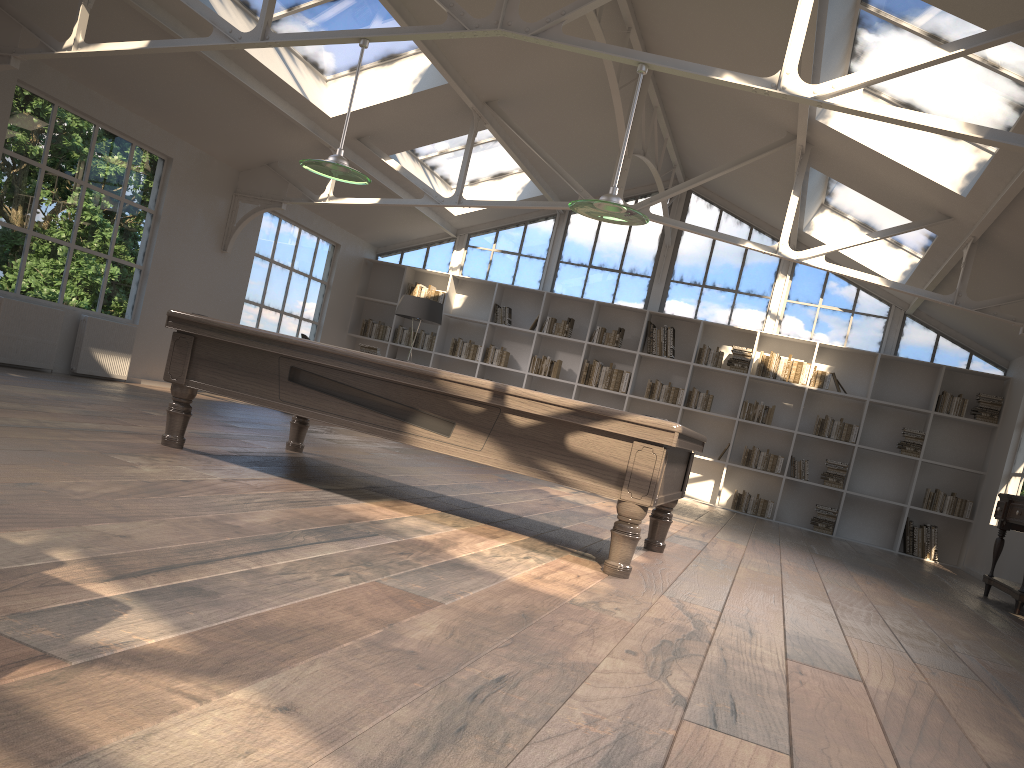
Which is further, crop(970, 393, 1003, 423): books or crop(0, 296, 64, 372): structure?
crop(970, 393, 1003, 423): books

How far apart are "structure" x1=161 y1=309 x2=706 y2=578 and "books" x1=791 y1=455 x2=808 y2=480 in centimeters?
644cm

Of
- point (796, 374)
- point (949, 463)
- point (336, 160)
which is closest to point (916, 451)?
point (949, 463)

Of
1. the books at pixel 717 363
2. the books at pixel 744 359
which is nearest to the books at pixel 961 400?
the books at pixel 744 359

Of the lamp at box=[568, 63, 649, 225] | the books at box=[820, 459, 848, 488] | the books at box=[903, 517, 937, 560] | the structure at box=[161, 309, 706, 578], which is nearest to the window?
the books at box=[820, 459, 848, 488]

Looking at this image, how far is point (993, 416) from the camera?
10.7m

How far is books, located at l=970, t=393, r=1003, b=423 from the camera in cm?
1067

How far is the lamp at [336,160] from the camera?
5.4 meters

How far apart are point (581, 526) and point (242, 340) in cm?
246

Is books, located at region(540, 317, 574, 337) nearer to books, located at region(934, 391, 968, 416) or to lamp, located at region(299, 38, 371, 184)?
books, located at region(934, 391, 968, 416)
